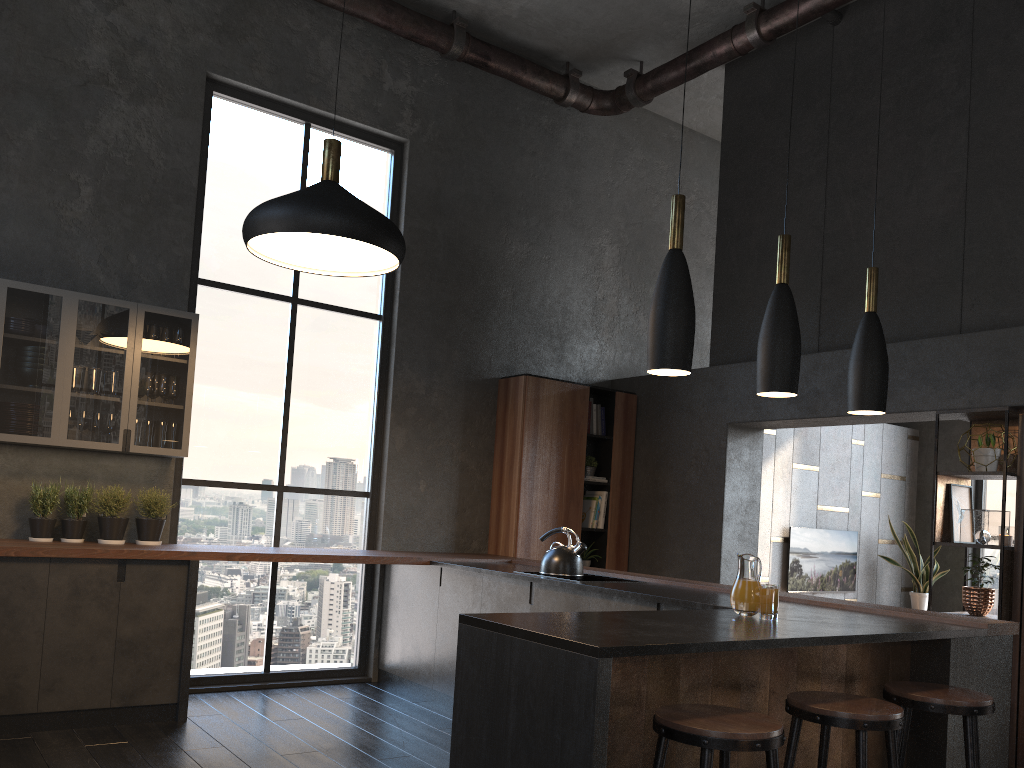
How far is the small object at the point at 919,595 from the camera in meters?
9.0

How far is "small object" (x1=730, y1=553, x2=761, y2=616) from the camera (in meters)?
2.67

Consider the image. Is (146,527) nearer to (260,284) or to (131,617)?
(131,617)

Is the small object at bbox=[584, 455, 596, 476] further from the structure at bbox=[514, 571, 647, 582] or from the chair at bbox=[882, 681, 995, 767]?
the chair at bbox=[882, 681, 995, 767]

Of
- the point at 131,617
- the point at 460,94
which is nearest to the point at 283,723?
the point at 131,617

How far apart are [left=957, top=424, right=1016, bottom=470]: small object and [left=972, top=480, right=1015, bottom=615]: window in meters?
4.5 m

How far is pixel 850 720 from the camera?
2.6 meters

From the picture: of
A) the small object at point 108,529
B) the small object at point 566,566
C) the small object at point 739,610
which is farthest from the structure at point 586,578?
the small object at point 108,529

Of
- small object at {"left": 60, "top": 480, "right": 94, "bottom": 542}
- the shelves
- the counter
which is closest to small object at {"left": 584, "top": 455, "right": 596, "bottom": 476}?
the counter

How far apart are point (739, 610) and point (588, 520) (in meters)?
4.51
